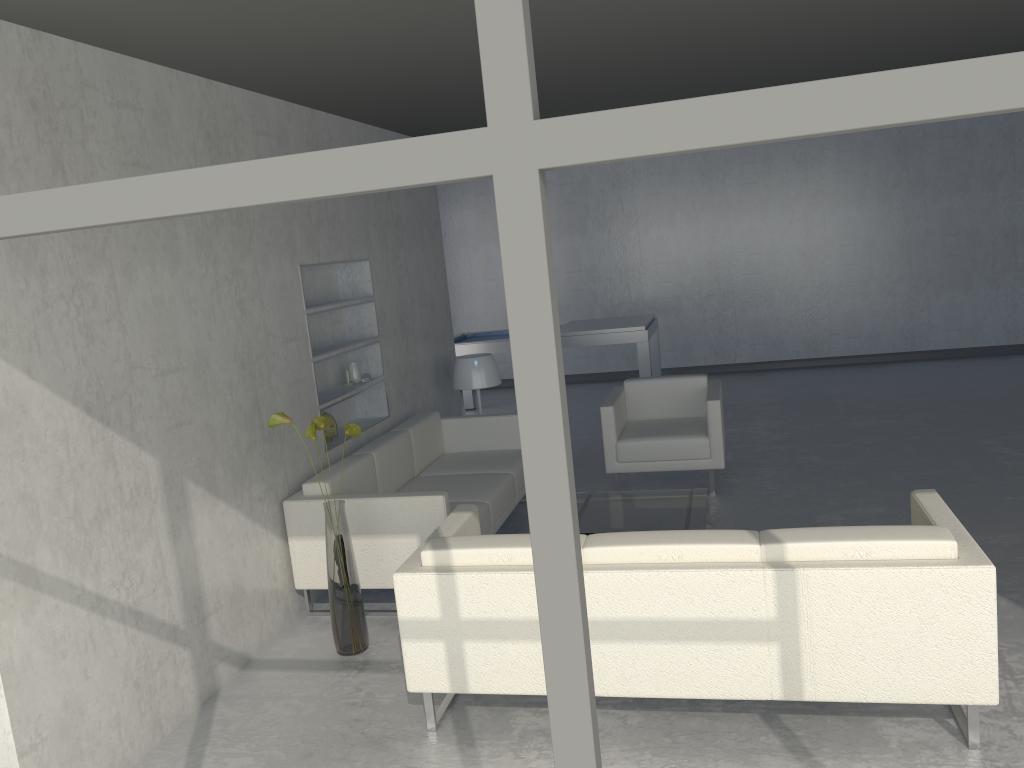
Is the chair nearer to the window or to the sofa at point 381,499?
the sofa at point 381,499

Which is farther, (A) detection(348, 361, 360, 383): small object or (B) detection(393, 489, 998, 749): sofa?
(A) detection(348, 361, 360, 383): small object

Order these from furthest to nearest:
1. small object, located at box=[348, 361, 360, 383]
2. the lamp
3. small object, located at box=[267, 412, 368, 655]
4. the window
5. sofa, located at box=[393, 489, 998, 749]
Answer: the lamp → small object, located at box=[348, 361, 360, 383] → small object, located at box=[267, 412, 368, 655] → sofa, located at box=[393, 489, 998, 749] → the window

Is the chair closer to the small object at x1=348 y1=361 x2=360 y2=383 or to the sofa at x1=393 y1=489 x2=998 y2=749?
the small object at x1=348 y1=361 x2=360 y2=383

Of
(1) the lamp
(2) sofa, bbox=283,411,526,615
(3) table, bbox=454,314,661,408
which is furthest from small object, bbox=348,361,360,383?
(3) table, bbox=454,314,661,408

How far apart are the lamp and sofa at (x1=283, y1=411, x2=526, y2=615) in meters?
0.4

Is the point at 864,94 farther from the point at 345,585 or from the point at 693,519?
the point at 693,519

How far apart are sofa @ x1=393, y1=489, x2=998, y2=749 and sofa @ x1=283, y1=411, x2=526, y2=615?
0.2 meters

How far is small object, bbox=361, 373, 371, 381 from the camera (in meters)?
5.37

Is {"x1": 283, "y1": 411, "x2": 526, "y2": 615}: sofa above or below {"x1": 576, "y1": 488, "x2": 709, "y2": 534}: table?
above
